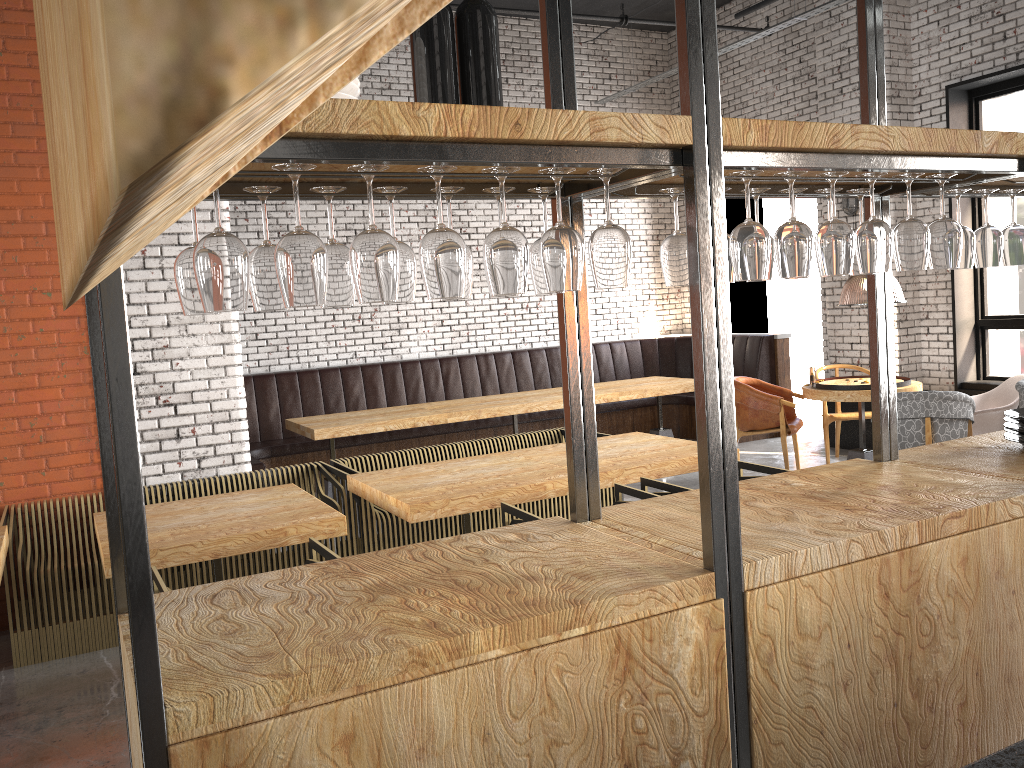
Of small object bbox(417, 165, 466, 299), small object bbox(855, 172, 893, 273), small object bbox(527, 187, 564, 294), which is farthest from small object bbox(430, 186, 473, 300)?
small object bbox(855, 172, 893, 273)

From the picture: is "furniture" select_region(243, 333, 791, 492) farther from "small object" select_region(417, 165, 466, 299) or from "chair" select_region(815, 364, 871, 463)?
"small object" select_region(417, 165, 466, 299)

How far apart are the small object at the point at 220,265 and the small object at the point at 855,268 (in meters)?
1.95

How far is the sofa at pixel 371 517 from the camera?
5.33m

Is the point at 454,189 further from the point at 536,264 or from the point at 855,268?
the point at 855,268

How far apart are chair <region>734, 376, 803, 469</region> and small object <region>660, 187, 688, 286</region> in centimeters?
513cm

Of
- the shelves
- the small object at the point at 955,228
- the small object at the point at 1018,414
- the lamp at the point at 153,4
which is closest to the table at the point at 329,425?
the shelves

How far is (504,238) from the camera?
1.8m

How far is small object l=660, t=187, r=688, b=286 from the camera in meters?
2.4

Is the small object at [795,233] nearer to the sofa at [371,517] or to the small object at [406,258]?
the small object at [406,258]
